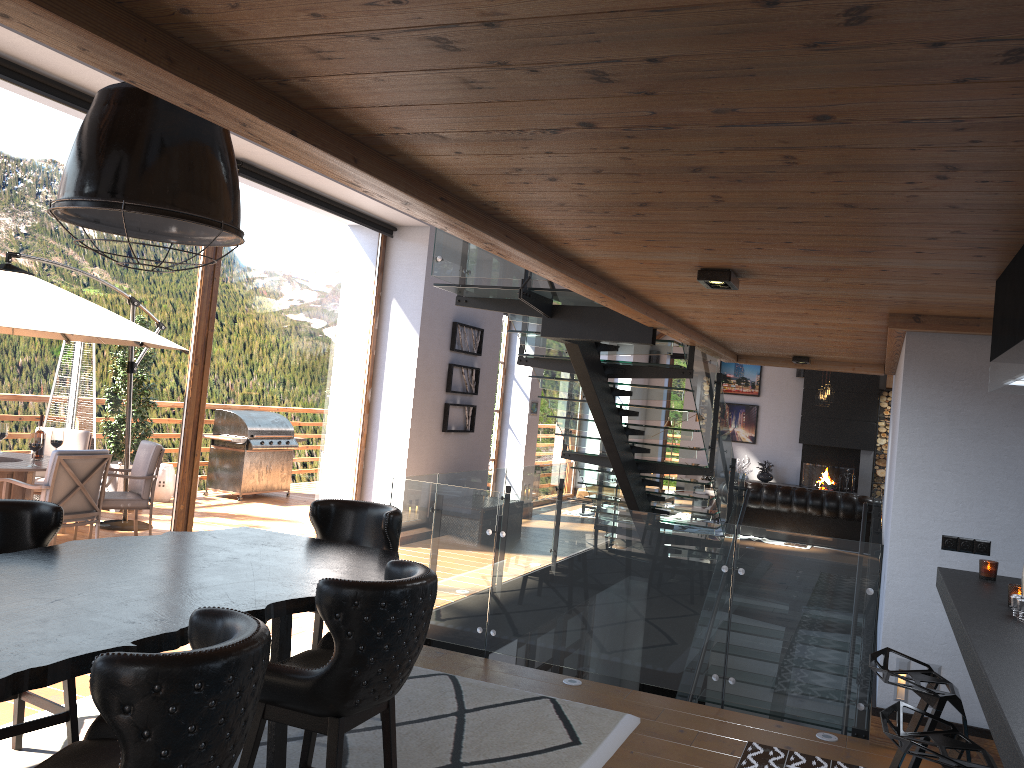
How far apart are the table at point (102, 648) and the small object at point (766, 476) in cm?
1495

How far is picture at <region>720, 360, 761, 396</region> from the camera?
18.56m

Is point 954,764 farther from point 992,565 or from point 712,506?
point 712,506

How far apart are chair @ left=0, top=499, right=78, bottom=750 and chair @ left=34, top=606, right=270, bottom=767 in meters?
1.4 m

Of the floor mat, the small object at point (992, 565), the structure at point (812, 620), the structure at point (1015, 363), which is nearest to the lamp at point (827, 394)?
the structure at point (812, 620)

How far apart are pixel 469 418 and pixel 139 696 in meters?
9.2

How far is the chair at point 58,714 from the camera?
3.5m

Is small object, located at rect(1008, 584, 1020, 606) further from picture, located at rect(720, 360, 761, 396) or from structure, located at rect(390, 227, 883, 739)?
picture, located at rect(720, 360, 761, 396)

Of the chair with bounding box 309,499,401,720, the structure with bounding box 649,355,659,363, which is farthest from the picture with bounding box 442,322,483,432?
the structure with bounding box 649,355,659,363

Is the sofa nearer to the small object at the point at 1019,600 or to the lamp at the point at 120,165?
the small object at the point at 1019,600
